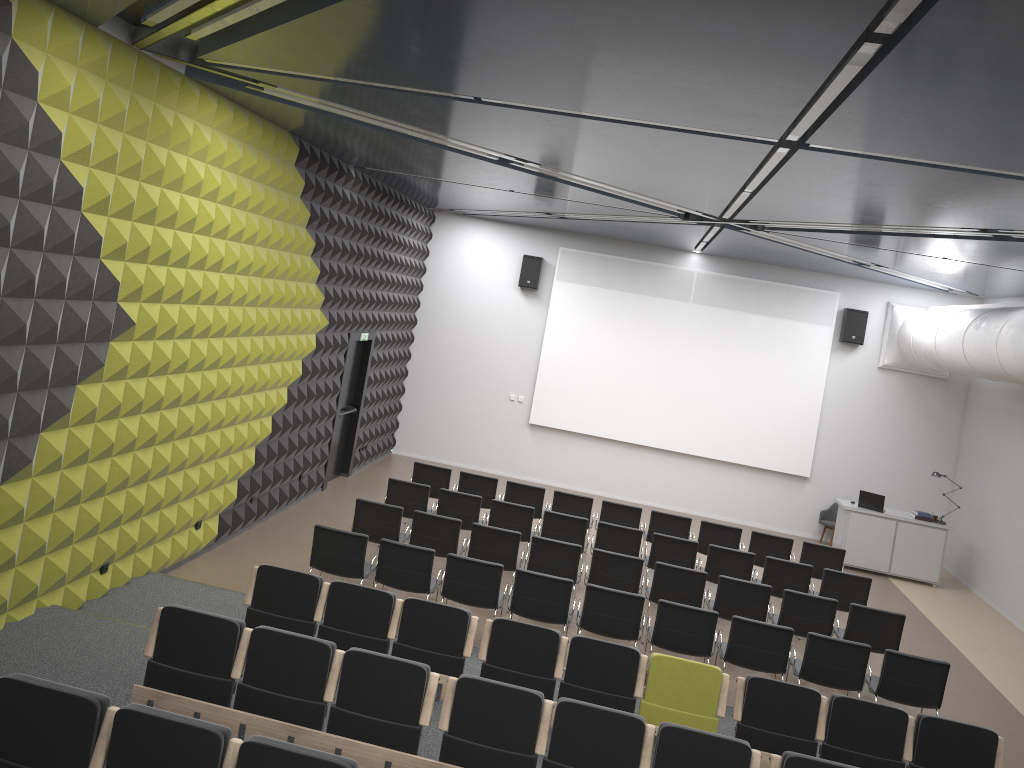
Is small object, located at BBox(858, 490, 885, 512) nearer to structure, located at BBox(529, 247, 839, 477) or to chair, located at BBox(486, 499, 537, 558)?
structure, located at BBox(529, 247, 839, 477)

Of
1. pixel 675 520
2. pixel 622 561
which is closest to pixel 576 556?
pixel 622 561

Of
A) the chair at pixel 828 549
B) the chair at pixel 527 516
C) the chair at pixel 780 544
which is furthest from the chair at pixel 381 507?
the chair at pixel 828 549

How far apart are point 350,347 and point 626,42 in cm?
967

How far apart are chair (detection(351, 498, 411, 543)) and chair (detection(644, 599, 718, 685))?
3.01m

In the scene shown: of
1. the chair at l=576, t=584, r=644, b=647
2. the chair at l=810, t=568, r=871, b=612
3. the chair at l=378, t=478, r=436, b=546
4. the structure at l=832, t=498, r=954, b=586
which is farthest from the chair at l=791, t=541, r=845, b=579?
the chair at l=378, t=478, r=436, b=546

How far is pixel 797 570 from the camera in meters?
10.7 m

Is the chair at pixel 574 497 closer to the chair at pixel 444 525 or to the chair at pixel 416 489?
the chair at pixel 416 489

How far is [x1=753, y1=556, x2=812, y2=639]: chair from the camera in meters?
10.7

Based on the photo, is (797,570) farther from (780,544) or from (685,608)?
(685,608)
